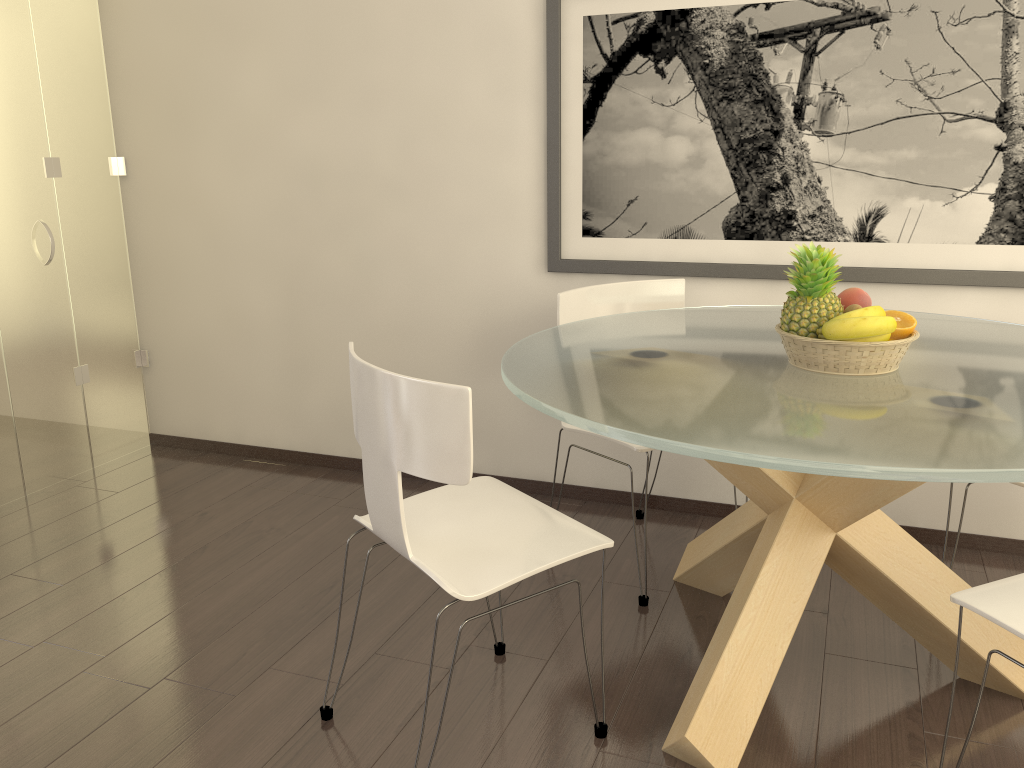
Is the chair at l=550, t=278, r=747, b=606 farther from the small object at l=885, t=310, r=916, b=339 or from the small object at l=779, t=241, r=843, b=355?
the small object at l=885, t=310, r=916, b=339

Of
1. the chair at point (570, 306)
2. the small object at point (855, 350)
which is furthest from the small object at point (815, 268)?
the chair at point (570, 306)

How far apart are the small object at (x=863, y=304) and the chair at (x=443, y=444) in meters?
0.9 m

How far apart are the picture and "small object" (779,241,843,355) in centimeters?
103cm

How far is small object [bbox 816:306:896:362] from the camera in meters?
2.1 m

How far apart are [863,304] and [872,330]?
0.2 meters

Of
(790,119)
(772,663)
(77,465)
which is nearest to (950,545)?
(772,663)

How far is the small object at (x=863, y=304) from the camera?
2.34m

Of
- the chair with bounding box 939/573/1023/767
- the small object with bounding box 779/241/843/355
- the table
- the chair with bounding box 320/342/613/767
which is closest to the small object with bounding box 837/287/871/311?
the small object with bounding box 779/241/843/355

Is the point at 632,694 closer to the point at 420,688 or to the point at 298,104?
the point at 420,688
